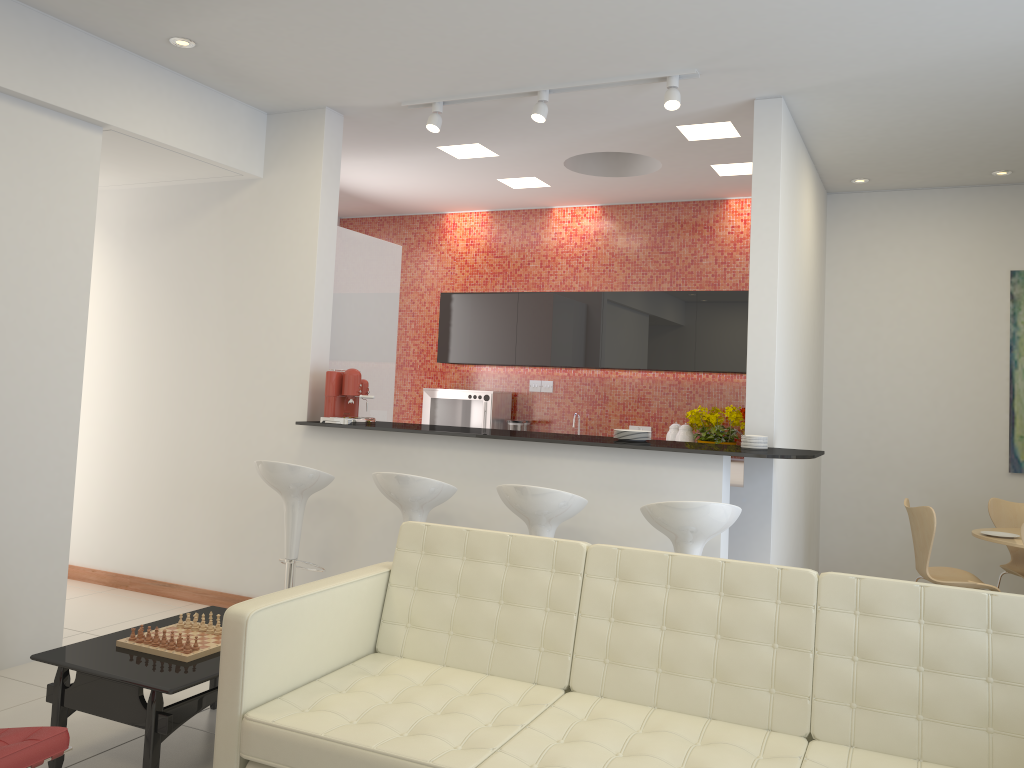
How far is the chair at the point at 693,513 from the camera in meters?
3.9

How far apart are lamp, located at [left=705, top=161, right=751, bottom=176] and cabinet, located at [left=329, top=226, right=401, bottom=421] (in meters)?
2.41

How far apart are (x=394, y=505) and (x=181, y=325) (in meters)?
2.04

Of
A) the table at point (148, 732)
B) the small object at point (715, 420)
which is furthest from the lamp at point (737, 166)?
the table at point (148, 732)

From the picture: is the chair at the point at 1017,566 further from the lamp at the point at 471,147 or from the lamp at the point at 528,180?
the lamp at the point at 471,147

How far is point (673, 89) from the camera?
4.6m

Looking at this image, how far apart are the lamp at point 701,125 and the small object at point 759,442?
2.0m

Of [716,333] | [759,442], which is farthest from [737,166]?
[759,442]

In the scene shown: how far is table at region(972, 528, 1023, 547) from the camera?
5.09m

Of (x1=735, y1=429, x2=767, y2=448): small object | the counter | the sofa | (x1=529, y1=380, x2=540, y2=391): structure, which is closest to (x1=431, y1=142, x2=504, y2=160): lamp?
the counter
